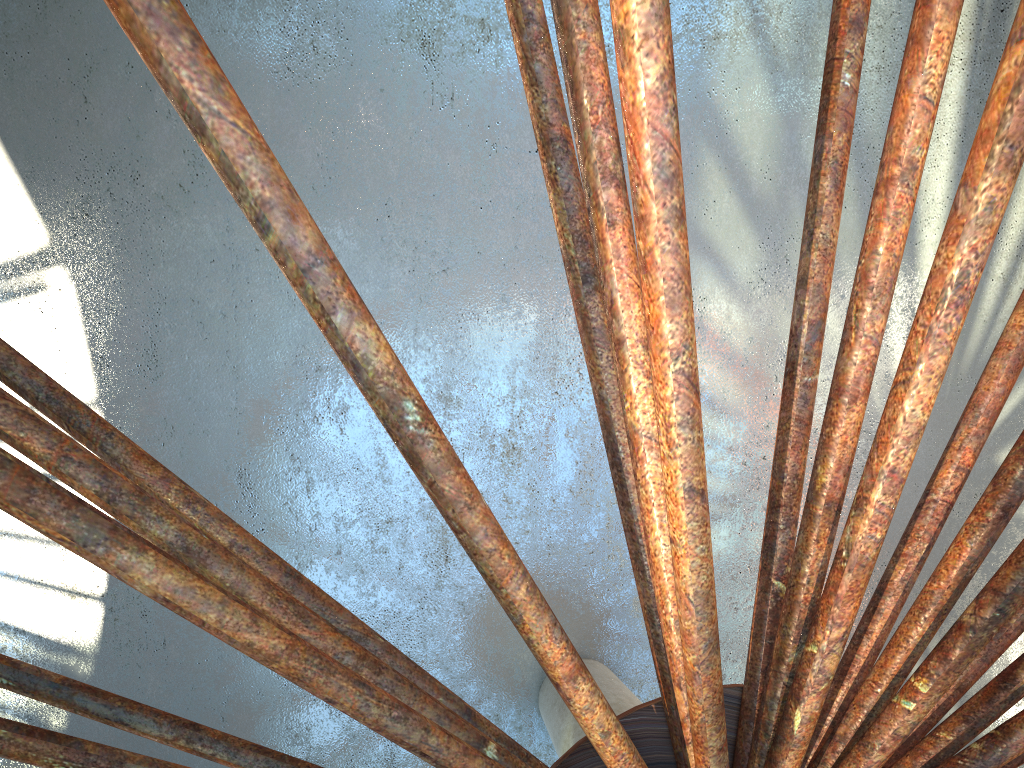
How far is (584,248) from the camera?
7.89m
